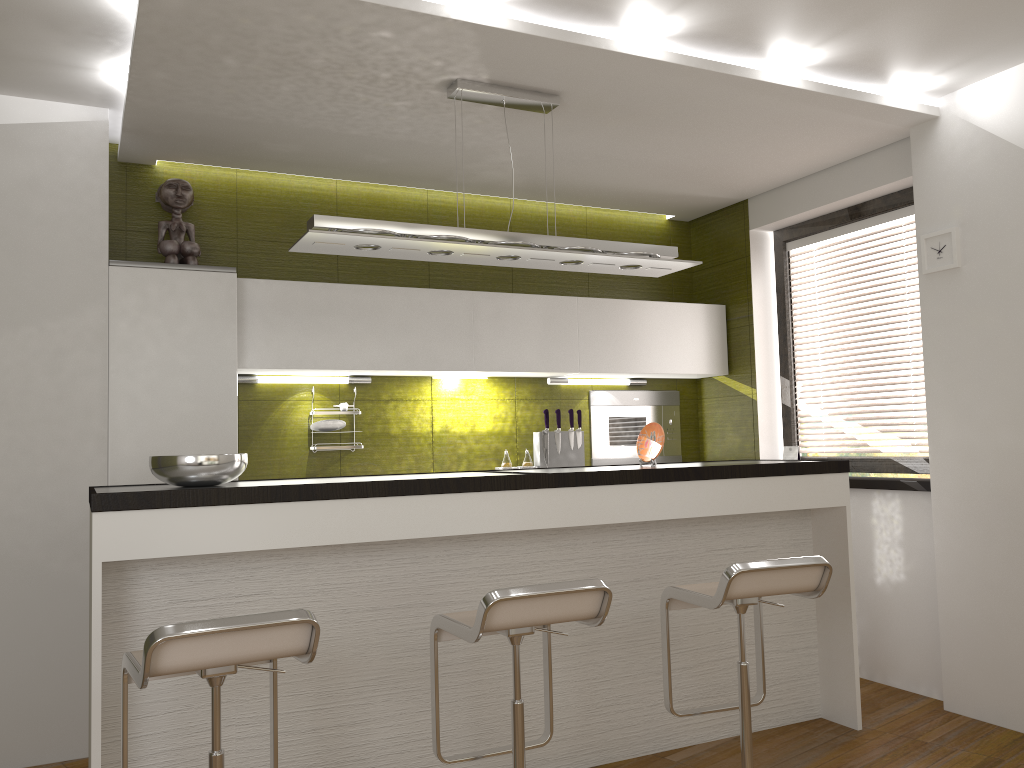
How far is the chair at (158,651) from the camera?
2.0 meters

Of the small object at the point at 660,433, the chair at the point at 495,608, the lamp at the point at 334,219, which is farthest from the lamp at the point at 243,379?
the chair at the point at 495,608

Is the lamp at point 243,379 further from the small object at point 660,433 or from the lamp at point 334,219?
the small object at point 660,433

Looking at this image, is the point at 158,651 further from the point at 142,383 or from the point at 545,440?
the point at 545,440

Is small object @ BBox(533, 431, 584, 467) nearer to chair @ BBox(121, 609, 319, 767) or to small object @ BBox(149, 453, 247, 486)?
small object @ BBox(149, 453, 247, 486)

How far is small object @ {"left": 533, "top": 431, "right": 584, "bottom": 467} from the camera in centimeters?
506cm

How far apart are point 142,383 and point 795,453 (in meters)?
3.42

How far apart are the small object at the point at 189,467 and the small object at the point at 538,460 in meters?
2.3 m

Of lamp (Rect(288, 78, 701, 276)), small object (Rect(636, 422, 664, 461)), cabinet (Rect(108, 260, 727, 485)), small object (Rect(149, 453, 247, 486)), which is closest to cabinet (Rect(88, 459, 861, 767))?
small object (Rect(149, 453, 247, 486))

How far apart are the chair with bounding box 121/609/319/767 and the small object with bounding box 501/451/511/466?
2.57m
